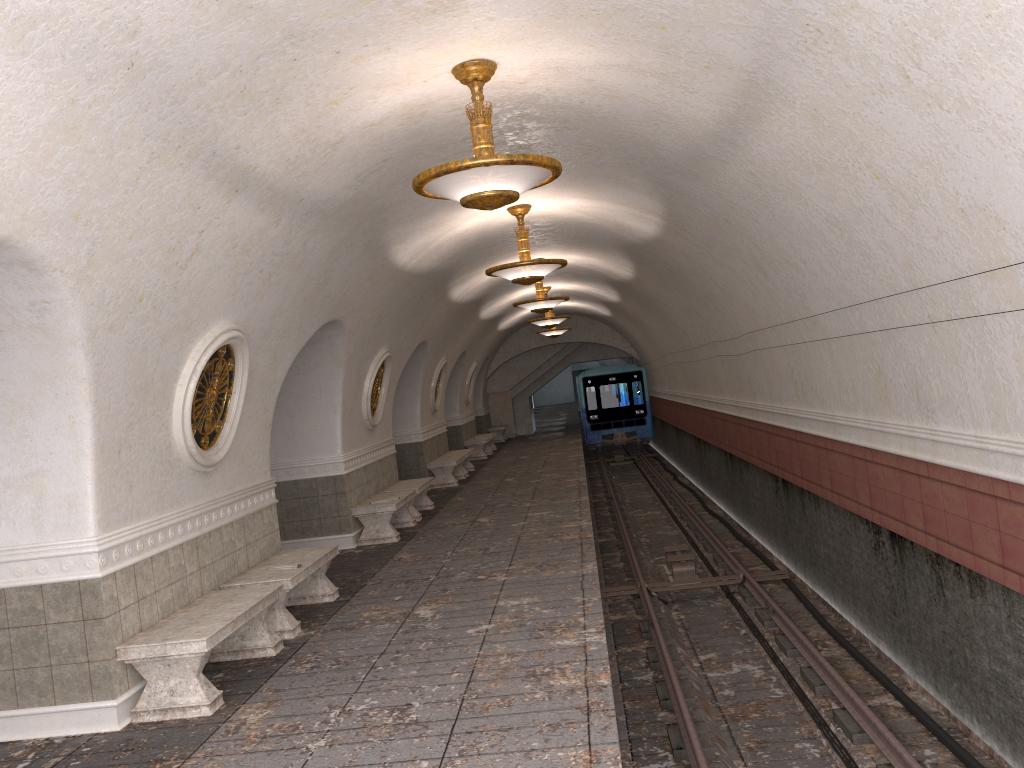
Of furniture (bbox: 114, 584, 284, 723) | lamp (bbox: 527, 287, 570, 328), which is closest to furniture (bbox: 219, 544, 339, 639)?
furniture (bbox: 114, 584, 284, 723)

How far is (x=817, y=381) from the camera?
8.9 meters

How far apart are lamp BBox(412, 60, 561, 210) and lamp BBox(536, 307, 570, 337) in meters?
18.6 m

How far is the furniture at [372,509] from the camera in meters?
11.7 m

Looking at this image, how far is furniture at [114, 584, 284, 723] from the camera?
5.68m

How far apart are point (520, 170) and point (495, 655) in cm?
332

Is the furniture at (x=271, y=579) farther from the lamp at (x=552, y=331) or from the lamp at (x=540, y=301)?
the lamp at (x=552, y=331)

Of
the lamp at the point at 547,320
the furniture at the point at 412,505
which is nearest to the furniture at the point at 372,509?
the furniture at the point at 412,505

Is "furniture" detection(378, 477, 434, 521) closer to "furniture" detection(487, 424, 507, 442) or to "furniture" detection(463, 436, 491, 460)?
"furniture" detection(463, 436, 491, 460)

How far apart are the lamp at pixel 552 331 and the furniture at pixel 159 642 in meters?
18.2 m
